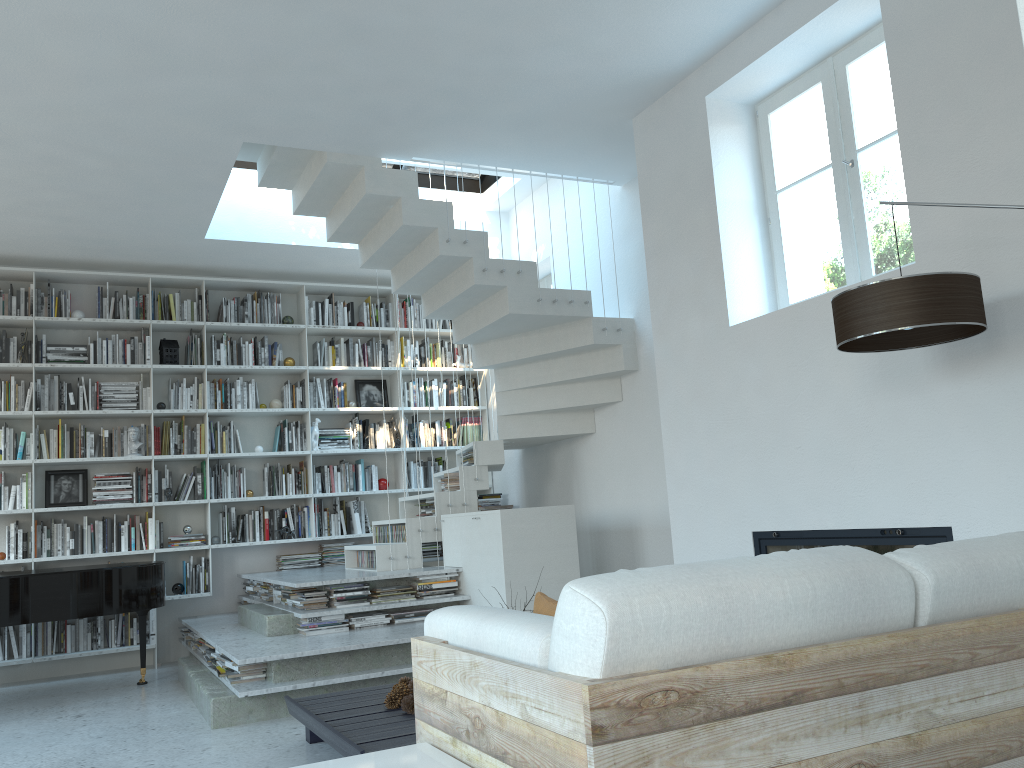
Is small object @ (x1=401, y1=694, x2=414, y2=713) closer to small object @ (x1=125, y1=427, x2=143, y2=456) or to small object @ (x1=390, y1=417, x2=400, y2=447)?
small object @ (x1=125, y1=427, x2=143, y2=456)

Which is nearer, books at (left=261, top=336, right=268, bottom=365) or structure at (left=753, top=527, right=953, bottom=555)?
structure at (left=753, top=527, right=953, bottom=555)

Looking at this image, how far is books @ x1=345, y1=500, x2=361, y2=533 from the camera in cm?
769

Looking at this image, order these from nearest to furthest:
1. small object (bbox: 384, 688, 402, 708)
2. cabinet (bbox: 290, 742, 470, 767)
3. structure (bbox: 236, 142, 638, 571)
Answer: cabinet (bbox: 290, 742, 470, 767) → small object (bbox: 384, 688, 402, 708) → structure (bbox: 236, 142, 638, 571)

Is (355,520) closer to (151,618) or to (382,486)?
(382,486)

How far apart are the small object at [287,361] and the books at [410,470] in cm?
143

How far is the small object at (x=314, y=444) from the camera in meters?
7.6

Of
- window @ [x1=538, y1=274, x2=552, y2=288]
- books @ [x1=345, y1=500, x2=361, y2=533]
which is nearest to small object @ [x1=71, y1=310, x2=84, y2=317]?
books @ [x1=345, y1=500, x2=361, y2=533]

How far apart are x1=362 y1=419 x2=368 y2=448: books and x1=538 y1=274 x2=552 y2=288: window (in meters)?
2.02

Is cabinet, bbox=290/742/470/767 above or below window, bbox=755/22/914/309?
below
